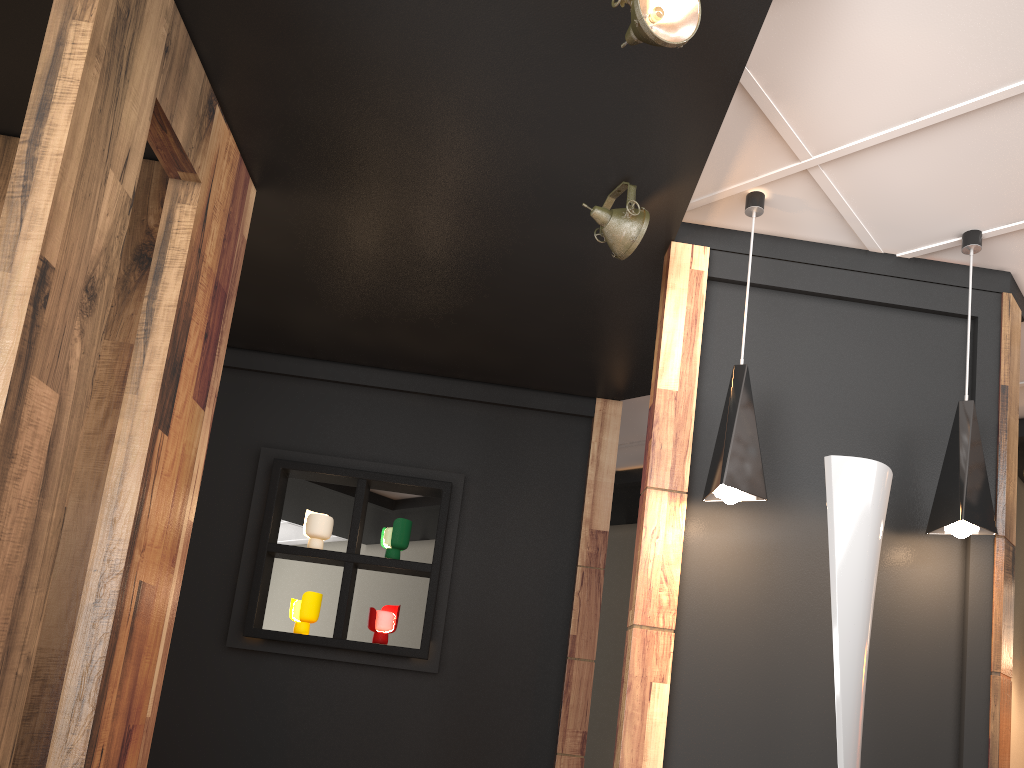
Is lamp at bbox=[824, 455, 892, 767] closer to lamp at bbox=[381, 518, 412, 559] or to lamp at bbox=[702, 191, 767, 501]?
lamp at bbox=[702, 191, 767, 501]

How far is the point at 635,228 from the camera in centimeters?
319cm

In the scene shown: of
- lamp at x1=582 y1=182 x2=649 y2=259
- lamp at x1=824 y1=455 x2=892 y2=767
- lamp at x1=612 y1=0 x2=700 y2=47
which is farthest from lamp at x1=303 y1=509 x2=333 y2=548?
lamp at x1=612 y1=0 x2=700 y2=47

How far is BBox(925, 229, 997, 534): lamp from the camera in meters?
3.0 m

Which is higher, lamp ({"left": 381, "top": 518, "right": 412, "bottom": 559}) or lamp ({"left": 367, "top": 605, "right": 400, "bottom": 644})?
lamp ({"left": 381, "top": 518, "right": 412, "bottom": 559})

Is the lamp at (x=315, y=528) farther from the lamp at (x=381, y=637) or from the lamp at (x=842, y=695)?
the lamp at (x=842, y=695)

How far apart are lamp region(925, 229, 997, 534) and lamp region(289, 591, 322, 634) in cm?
302

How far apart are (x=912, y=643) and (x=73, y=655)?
2.8m

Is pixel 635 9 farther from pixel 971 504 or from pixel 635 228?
pixel 971 504

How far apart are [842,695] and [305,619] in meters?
A: 3.0
